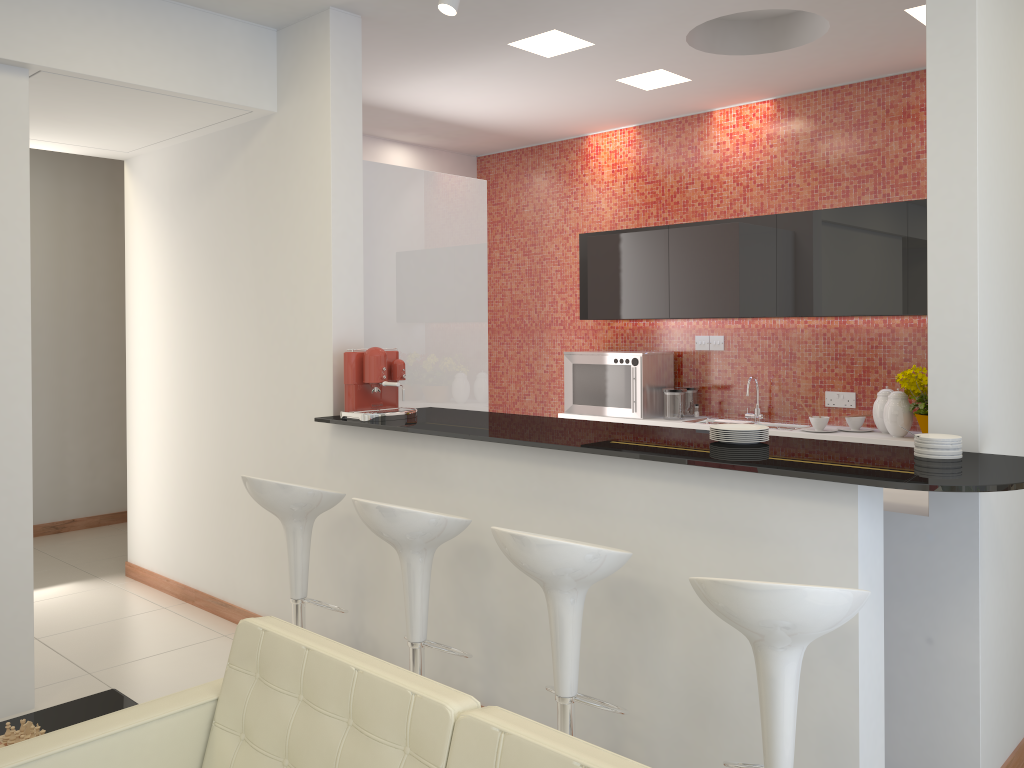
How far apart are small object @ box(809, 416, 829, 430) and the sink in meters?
0.4

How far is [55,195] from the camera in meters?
7.1 m

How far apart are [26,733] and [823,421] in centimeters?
445cm

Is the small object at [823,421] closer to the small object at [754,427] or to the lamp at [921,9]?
the lamp at [921,9]

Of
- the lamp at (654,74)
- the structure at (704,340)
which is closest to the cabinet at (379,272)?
the lamp at (654,74)

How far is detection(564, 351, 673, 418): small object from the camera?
6.3m

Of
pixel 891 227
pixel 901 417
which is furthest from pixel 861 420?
pixel 891 227

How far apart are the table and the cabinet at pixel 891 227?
4.3m

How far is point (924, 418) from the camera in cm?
492

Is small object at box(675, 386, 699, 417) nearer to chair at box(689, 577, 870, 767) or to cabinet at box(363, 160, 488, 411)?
cabinet at box(363, 160, 488, 411)
